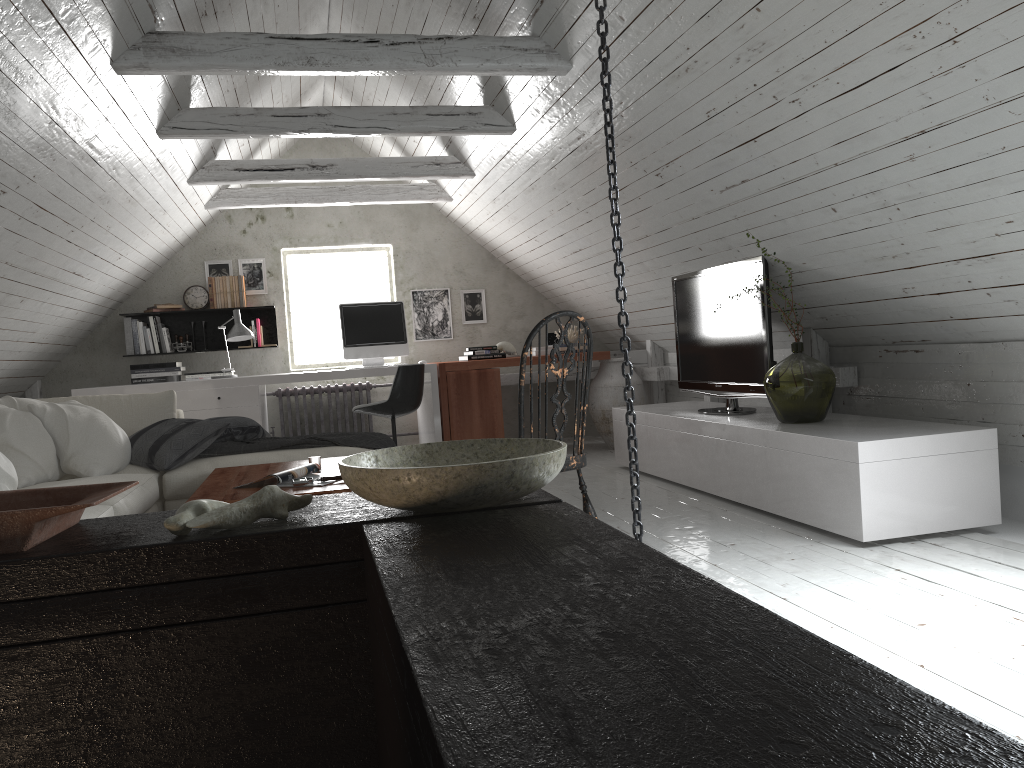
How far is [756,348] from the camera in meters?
4.4 m

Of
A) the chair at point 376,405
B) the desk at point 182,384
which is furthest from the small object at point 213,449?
the desk at point 182,384

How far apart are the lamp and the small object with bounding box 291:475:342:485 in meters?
3.2

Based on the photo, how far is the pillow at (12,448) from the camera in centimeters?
373cm

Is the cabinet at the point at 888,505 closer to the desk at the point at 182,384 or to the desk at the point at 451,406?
the desk at the point at 451,406

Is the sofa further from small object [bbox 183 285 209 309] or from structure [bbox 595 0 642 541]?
small object [bbox 183 285 209 309]

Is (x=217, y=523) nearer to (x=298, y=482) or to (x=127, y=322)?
(x=298, y=482)

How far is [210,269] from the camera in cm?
715

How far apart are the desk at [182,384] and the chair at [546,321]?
3.49m

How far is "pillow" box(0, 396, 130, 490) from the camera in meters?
3.7 m
